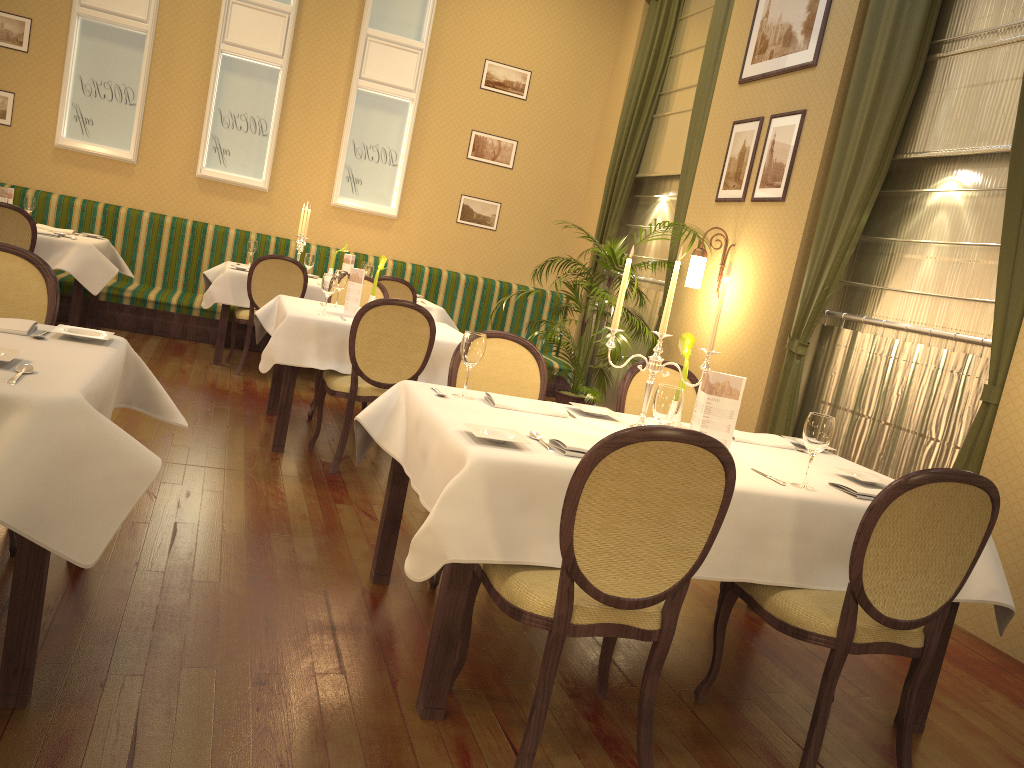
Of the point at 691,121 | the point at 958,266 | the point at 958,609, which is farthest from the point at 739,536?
the point at 691,121

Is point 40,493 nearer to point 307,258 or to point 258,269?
point 258,269

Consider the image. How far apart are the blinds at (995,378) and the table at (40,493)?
3.6 meters

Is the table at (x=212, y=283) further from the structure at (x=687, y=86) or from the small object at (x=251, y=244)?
the structure at (x=687, y=86)

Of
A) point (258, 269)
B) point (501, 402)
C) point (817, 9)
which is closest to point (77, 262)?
point (258, 269)

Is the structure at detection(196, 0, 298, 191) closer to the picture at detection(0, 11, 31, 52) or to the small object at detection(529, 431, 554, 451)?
the picture at detection(0, 11, 31, 52)

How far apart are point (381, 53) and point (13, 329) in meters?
6.7 m

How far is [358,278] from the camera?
5.07m

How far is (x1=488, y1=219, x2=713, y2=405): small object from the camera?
6.9 meters

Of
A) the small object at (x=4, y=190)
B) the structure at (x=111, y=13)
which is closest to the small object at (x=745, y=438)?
the small object at (x=4, y=190)
